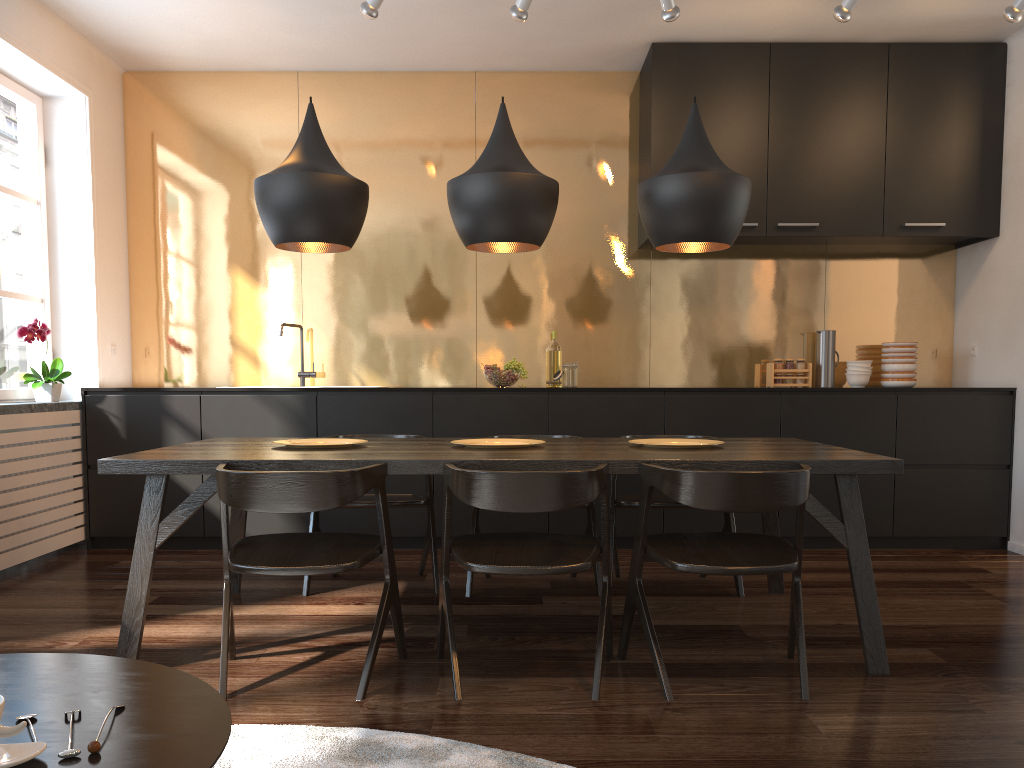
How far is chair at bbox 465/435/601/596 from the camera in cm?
376

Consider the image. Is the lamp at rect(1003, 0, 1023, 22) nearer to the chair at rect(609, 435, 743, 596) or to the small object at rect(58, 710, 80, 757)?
the chair at rect(609, 435, 743, 596)

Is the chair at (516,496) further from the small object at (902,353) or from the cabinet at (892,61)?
the small object at (902,353)

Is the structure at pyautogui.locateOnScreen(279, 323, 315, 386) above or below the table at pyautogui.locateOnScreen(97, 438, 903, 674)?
above

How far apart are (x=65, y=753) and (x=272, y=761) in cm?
114

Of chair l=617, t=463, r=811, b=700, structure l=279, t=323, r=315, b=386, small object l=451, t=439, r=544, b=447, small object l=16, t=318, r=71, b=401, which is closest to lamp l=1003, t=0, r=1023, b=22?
chair l=617, t=463, r=811, b=700

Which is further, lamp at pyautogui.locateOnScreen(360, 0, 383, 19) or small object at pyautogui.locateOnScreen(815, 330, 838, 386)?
small object at pyautogui.locateOnScreen(815, 330, 838, 386)

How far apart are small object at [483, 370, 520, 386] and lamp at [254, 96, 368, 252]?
1.7m

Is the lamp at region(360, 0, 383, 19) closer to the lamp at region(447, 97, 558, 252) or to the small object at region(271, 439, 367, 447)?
the lamp at region(447, 97, 558, 252)

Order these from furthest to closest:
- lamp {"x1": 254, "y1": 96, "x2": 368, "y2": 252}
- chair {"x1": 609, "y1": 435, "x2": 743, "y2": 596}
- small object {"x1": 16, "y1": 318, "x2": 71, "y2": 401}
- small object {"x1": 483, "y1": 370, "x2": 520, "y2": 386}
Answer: small object {"x1": 483, "y1": 370, "x2": 520, "y2": 386}
small object {"x1": 16, "y1": 318, "x2": 71, "y2": 401}
chair {"x1": 609, "y1": 435, "x2": 743, "y2": 596}
lamp {"x1": 254, "y1": 96, "x2": 368, "y2": 252}
